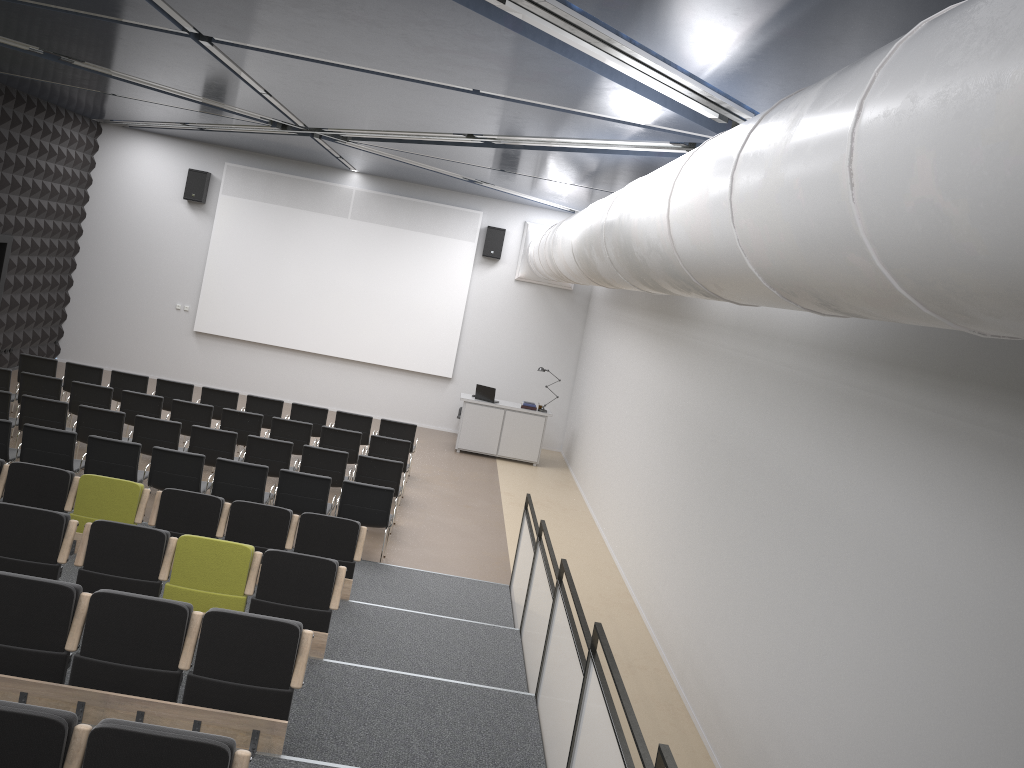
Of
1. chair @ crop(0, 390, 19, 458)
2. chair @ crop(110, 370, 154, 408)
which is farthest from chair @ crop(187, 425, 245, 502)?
chair @ crop(110, 370, 154, 408)

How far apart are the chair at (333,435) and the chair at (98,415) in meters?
2.6 m

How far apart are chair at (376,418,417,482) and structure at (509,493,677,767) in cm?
445

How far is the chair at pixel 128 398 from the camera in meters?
11.8

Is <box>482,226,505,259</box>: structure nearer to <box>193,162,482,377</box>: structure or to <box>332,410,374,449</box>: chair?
<box>193,162,482,377</box>: structure

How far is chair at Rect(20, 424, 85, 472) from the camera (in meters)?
9.26

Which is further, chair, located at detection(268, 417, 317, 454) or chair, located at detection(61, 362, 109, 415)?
chair, located at detection(61, 362, 109, 415)

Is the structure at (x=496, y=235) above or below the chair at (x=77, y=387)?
above

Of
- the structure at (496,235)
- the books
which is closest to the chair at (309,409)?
the books

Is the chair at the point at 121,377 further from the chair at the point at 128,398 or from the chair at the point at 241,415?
the chair at the point at 241,415
